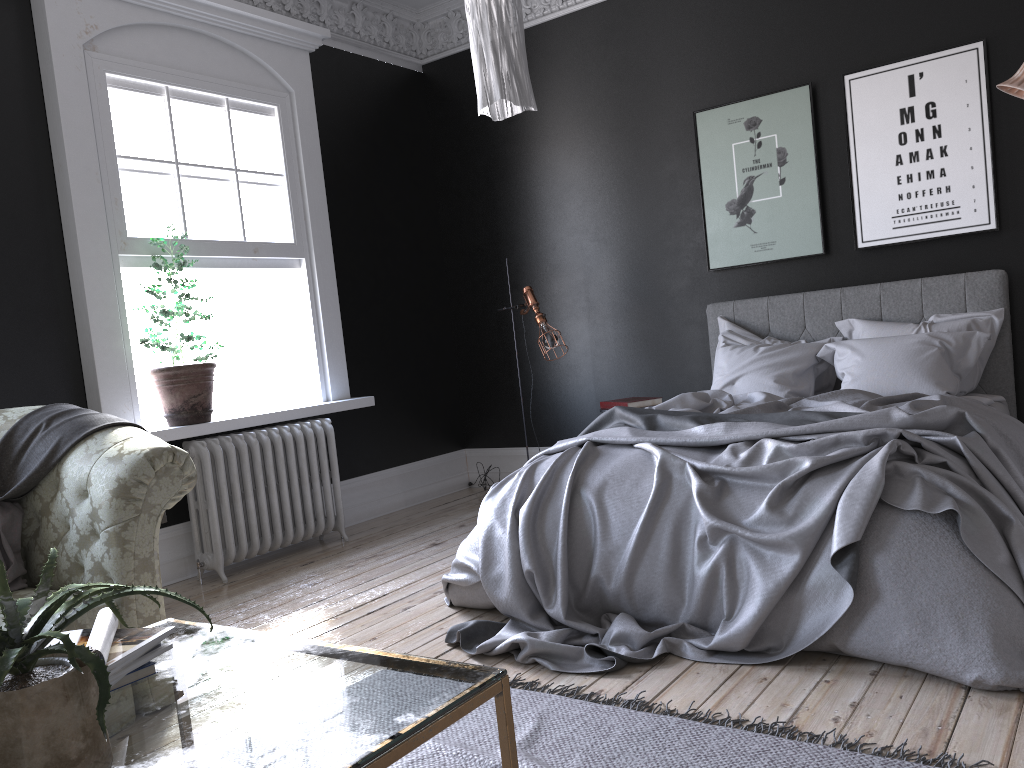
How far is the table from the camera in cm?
145

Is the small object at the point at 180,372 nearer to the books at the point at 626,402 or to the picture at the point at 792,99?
the books at the point at 626,402

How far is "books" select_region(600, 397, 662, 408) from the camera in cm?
574

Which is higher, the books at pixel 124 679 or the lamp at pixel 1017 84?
the lamp at pixel 1017 84

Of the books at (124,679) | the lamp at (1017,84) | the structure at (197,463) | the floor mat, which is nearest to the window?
the structure at (197,463)

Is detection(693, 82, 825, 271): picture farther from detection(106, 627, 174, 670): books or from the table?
detection(106, 627, 174, 670): books

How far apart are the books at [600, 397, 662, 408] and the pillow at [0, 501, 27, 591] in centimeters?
351cm

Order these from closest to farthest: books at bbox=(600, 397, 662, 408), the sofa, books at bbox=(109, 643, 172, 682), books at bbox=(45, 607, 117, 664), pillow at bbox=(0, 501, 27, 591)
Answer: books at bbox=(45, 607, 117, 664), books at bbox=(109, 643, 172, 682), the sofa, pillow at bbox=(0, 501, 27, 591), books at bbox=(600, 397, 662, 408)

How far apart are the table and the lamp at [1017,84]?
4.08m

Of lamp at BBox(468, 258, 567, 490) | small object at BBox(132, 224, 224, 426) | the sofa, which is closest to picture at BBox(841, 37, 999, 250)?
lamp at BBox(468, 258, 567, 490)
